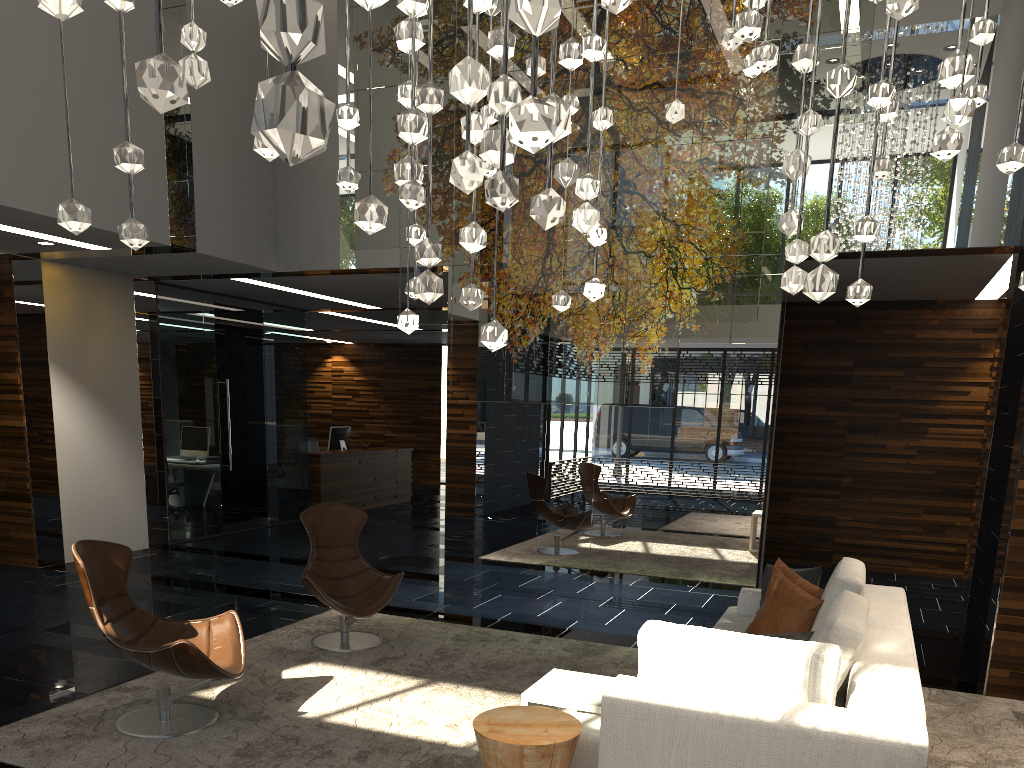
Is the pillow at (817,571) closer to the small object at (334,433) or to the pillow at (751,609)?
the pillow at (751,609)

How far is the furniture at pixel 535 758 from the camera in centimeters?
274cm

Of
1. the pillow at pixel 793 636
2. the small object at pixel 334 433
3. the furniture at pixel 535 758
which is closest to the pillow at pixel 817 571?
the pillow at pixel 793 636

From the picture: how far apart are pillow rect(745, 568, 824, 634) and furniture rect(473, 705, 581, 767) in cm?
169

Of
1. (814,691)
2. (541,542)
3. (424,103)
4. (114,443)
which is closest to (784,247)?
(541,542)

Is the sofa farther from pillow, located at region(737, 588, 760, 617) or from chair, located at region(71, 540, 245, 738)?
chair, located at region(71, 540, 245, 738)

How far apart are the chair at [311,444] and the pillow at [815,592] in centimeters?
1034cm

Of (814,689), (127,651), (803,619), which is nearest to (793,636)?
(814,689)

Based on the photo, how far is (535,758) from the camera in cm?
274

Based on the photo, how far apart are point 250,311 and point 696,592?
6.7m
